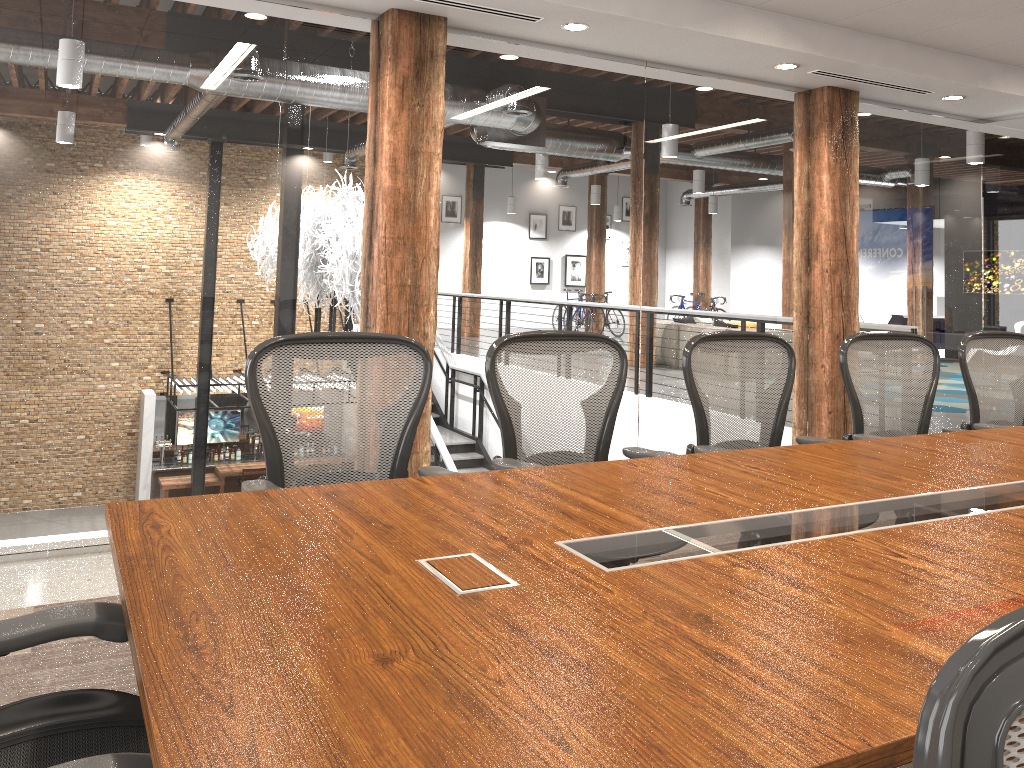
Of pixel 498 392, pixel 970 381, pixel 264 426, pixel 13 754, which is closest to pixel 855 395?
pixel 970 381

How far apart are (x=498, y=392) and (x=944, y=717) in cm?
246

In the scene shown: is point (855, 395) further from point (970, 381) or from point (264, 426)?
point (264, 426)

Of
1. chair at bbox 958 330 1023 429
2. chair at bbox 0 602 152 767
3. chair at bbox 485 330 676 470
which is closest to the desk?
chair at bbox 0 602 152 767

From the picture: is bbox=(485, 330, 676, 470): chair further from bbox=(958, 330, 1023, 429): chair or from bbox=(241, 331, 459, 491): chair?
bbox=(958, 330, 1023, 429): chair

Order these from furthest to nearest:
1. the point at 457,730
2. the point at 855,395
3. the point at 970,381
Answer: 1. the point at 970,381
2. the point at 855,395
3. the point at 457,730

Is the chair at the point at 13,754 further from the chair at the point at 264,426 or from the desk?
the chair at the point at 264,426

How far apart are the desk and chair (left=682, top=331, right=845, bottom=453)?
0.43m

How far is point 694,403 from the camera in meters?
3.3 m

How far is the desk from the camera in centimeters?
107cm
